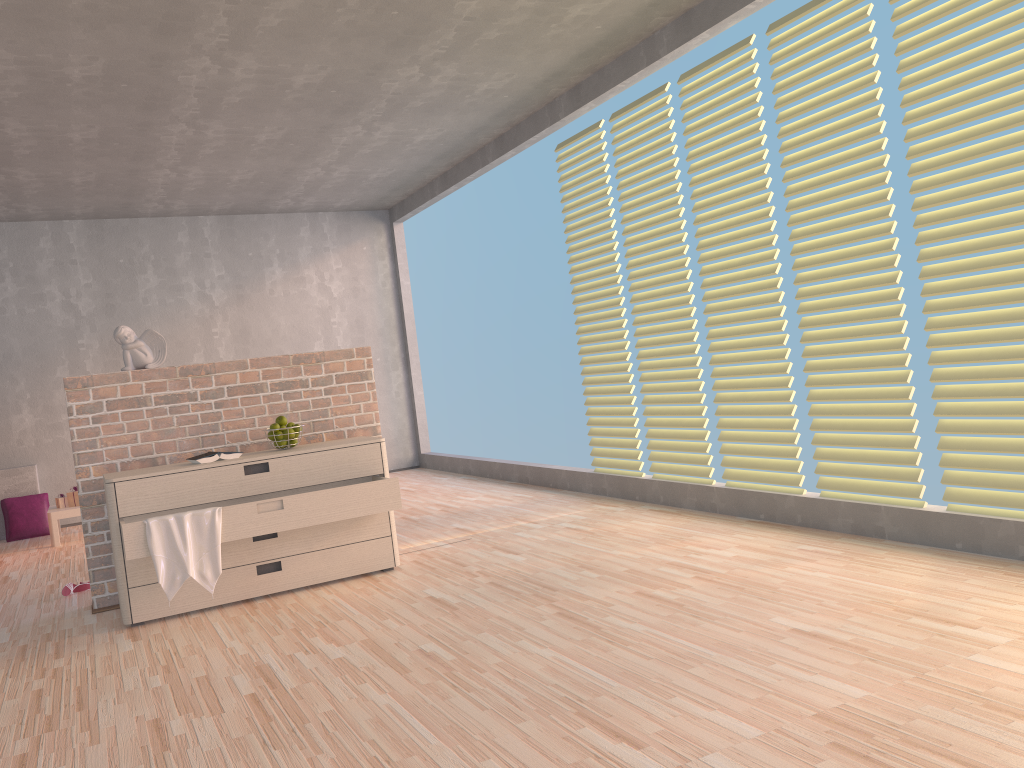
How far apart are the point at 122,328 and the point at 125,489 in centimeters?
88cm

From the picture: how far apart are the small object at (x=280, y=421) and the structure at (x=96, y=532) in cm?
22

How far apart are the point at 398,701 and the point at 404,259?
6.34m

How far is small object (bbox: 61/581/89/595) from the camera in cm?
437

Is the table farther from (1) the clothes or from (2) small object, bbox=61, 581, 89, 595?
(1) the clothes

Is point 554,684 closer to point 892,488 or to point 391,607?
point 391,607

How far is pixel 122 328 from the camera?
4.1 meters

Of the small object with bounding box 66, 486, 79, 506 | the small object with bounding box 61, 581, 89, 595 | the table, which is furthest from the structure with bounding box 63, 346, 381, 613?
the small object with bounding box 66, 486, 79, 506

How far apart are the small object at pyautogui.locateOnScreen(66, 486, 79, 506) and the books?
3.1 meters

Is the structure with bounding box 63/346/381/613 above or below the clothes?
above
